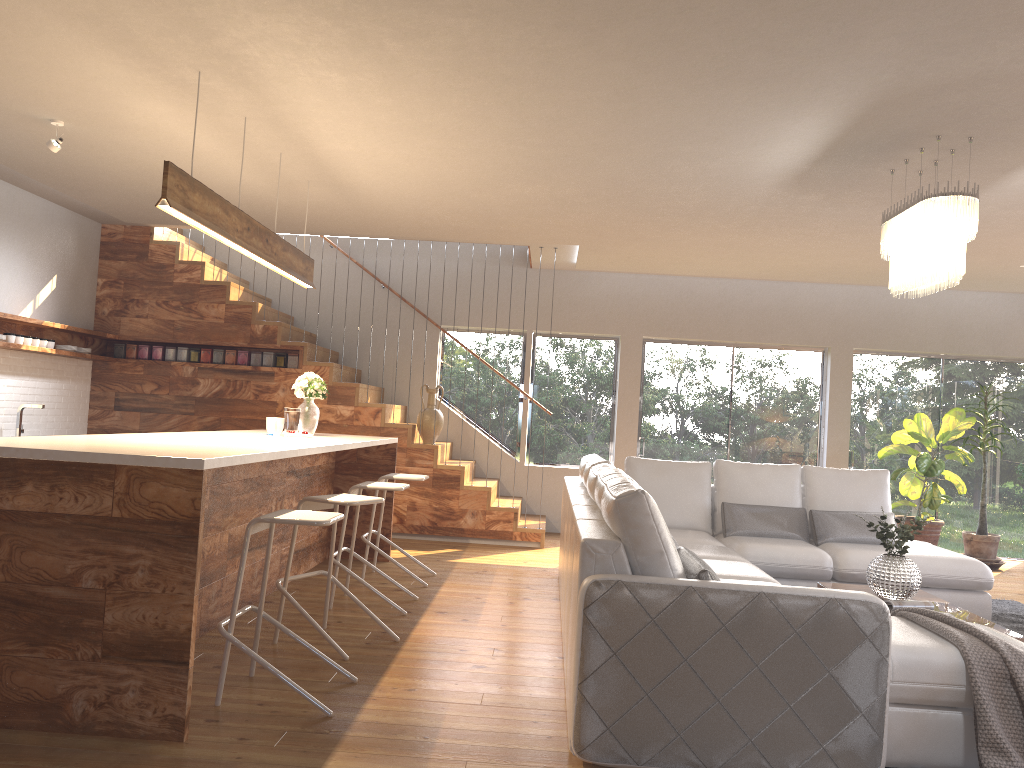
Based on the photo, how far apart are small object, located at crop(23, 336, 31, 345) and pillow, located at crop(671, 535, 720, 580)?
5.78m

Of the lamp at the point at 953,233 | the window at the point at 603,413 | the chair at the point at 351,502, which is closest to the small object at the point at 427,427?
the window at the point at 603,413

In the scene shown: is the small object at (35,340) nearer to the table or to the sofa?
the sofa

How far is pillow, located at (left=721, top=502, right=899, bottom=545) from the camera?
6.1m

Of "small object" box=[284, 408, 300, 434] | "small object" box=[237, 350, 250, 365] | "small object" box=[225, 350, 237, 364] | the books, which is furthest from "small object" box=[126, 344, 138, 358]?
the books

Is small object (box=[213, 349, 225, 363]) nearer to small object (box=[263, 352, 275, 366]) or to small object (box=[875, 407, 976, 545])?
small object (box=[263, 352, 275, 366])

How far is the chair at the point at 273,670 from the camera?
3.4 meters

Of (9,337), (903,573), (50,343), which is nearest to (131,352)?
(50,343)

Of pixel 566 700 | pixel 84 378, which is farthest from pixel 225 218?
pixel 84 378

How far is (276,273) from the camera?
9.6m
